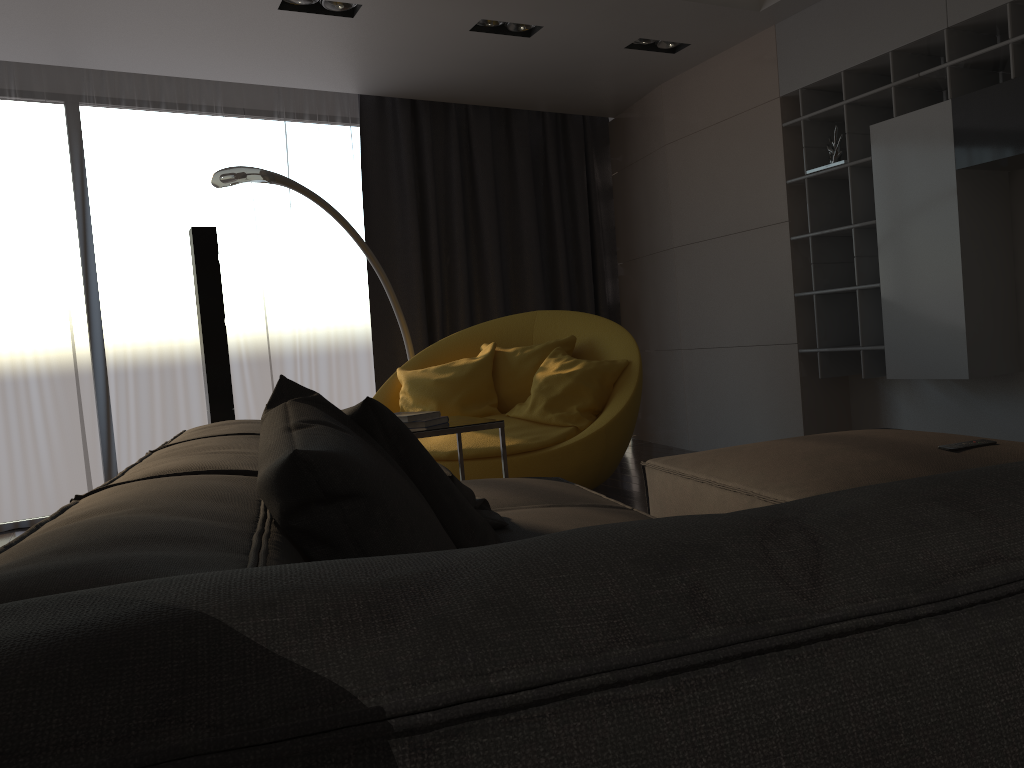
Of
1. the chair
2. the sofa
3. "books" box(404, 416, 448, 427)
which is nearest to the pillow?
the sofa

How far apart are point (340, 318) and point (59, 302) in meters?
1.8

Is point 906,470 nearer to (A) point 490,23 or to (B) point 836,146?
(B) point 836,146

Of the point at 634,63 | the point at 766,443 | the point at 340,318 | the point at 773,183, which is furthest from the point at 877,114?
the point at 340,318

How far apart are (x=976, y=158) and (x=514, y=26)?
2.4m

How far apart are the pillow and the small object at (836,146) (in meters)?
3.35

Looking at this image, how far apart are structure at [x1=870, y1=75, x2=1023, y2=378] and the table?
2.21m

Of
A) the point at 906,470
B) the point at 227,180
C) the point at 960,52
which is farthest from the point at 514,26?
the point at 906,470

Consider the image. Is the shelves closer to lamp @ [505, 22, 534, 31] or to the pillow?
lamp @ [505, 22, 534, 31]

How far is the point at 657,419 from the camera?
6.5 meters
